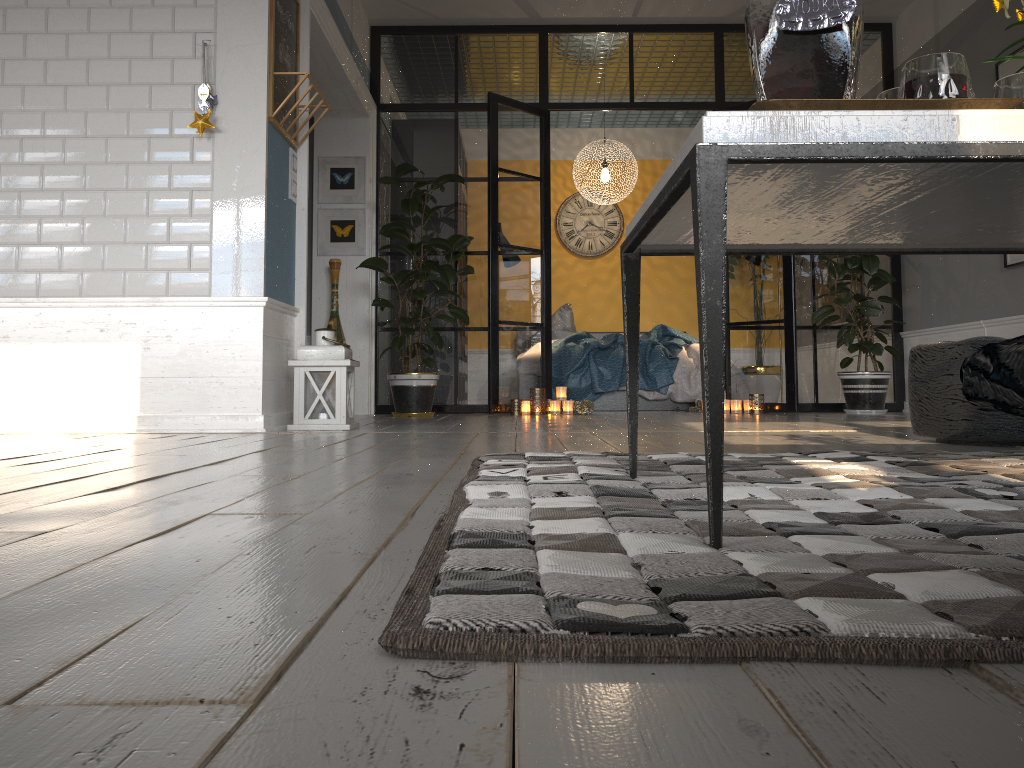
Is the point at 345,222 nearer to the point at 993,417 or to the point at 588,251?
the point at 588,251

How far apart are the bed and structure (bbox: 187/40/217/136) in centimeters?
377cm

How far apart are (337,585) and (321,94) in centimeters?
378cm

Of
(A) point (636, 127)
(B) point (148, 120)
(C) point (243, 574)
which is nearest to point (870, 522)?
(C) point (243, 574)

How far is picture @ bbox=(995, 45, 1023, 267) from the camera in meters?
5.0

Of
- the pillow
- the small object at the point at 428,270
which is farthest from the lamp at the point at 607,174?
the small object at the point at 428,270

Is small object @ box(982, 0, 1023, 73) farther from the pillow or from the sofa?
the pillow

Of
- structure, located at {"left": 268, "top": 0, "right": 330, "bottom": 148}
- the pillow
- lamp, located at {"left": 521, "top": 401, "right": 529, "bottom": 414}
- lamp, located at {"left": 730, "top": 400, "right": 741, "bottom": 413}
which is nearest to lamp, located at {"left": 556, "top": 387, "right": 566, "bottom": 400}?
lamp, located at {"left": 521, "top": 401, "right": 529, "bottom": 414}

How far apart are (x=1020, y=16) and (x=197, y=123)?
3.3m

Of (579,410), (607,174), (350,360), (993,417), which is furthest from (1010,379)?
(607,174)
